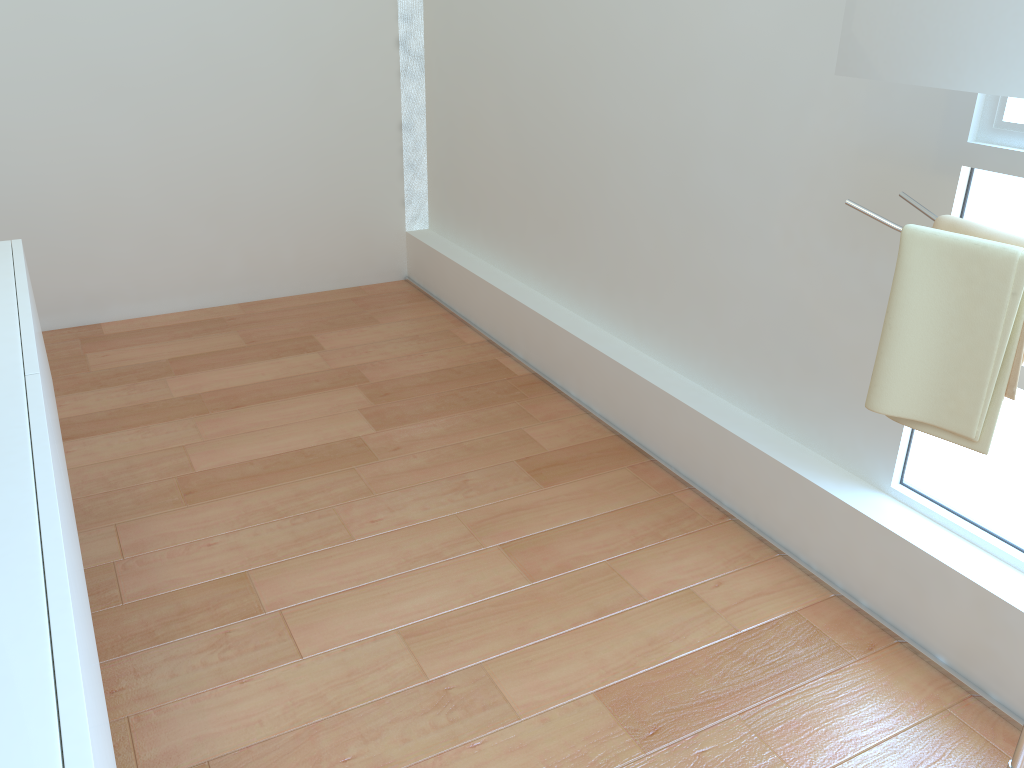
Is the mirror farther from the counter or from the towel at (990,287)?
the counter

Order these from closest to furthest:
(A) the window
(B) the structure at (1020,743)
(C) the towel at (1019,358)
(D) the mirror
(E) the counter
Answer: (E) the counter → (D) the mirror → (C) the towel at (1019,358) → (B) the structure at (1020,743) → (A) the window

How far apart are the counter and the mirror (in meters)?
1.44

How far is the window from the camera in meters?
1.7

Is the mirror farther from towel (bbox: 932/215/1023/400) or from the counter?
the counter

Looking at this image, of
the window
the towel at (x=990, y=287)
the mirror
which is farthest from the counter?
the window

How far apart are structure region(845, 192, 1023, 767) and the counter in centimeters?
135cm

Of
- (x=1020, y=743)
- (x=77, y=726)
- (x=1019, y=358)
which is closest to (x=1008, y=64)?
(x=1019, y=358)

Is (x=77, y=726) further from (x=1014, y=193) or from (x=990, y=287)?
(x=1014, y=193)

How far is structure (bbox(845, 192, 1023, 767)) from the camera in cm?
155
